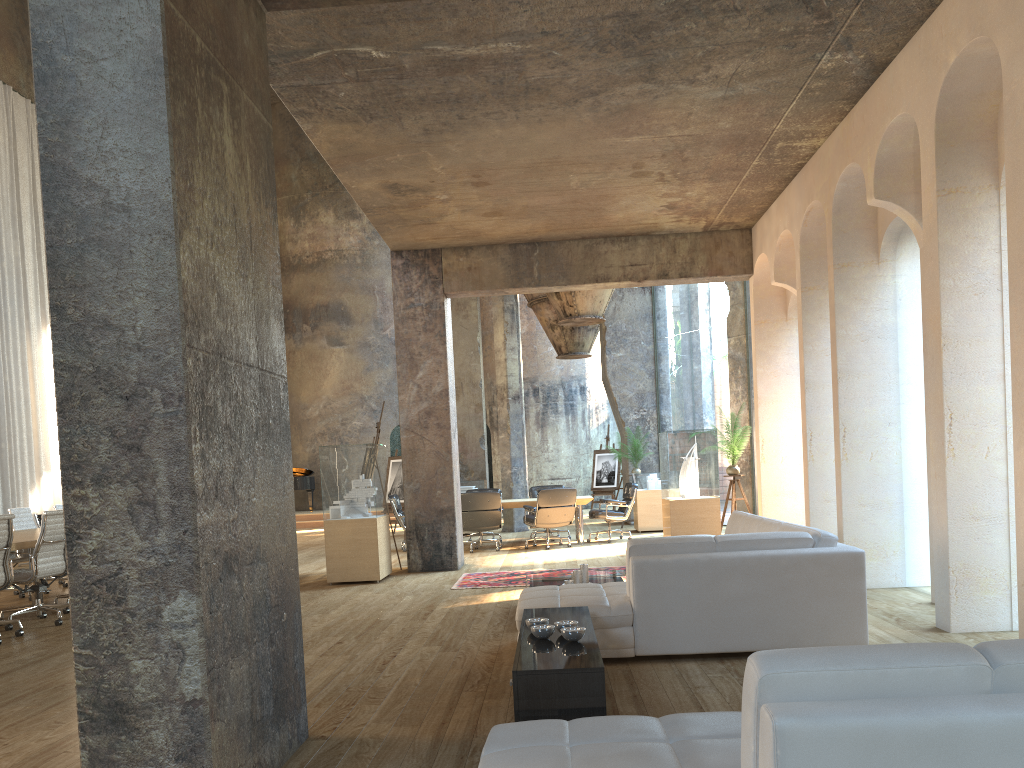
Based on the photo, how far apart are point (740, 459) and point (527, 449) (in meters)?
9.85

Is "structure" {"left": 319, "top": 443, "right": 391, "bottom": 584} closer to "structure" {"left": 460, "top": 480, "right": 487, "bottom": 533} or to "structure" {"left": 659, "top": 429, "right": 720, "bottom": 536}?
"structure" {"left": 460, "top": 480, "right": 487, "bottom": 533}

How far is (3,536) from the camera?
7.1m

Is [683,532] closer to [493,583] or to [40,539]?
[493,583]

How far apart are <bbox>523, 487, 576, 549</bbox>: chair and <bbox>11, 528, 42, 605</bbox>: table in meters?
6.2 m

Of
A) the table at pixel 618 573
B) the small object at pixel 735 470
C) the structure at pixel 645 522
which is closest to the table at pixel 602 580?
the table at pixel 618 573

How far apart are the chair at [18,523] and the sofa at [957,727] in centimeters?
955cm

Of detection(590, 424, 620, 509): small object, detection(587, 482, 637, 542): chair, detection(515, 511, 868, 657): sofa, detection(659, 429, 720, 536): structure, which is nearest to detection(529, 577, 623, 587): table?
detection(515, 511, 868, 657): sofa

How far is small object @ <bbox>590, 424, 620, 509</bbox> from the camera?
19.6m

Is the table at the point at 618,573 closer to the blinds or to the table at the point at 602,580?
the table at the point at 602,580
